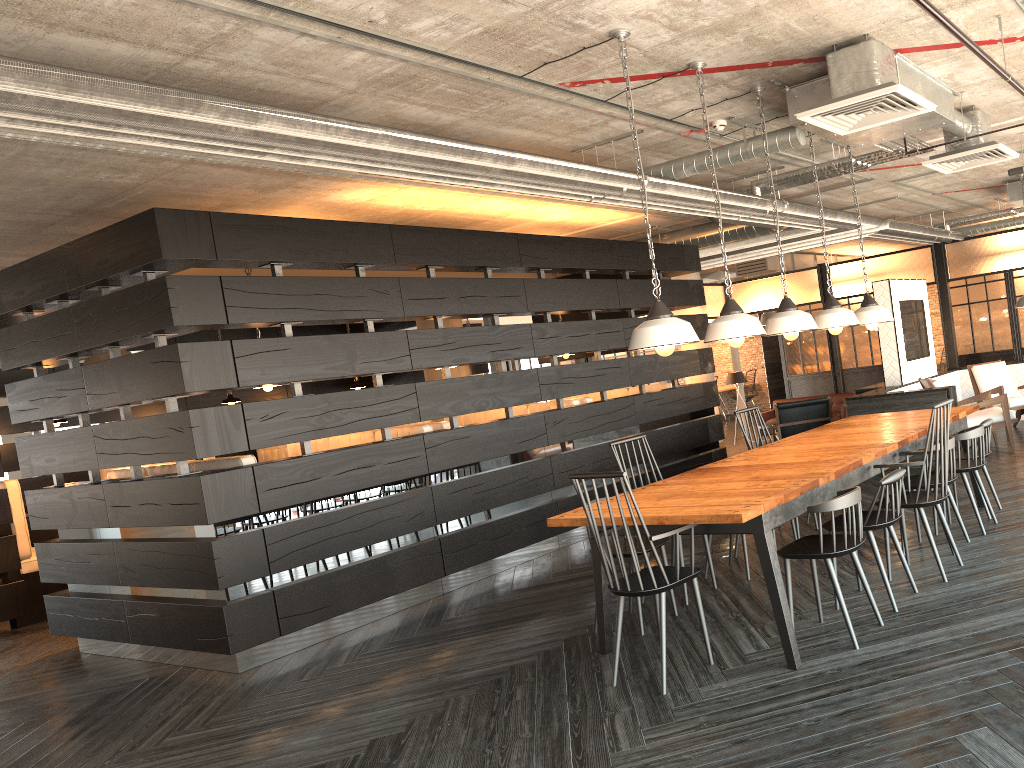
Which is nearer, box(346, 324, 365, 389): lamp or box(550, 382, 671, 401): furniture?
box(550, 382, 671, 401): furniture

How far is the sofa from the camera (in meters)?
11.77

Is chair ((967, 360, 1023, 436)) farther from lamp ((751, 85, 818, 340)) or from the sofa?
lamp ((751, 85, 818, 340))

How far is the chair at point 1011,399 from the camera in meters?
9.3 m

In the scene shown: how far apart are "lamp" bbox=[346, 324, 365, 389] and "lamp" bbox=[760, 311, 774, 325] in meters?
7.9

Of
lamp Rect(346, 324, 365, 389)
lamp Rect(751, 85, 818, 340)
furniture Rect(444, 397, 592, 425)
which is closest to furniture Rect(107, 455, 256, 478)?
furniture Rect(444, 397, 592, 425)

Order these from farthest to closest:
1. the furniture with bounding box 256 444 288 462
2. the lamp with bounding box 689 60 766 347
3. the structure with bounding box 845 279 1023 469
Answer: the furniture with bounding box 256 444 288 462 < the structure with bounding box 845 279 1023 469 < the lamp with bounding box 689 60 766 347

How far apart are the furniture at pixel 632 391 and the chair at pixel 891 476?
4.90m

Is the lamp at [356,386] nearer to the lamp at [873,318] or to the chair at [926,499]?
the lamp at [873,318]

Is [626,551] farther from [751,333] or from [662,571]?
[751,333]
